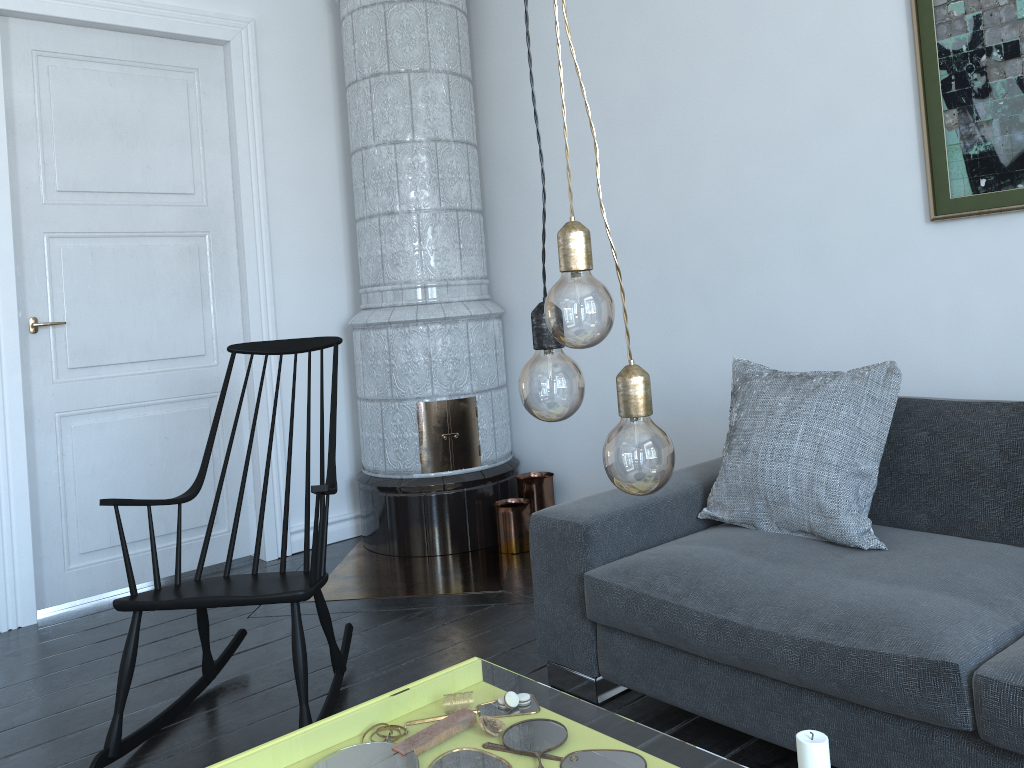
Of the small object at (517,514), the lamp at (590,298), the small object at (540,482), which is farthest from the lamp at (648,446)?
the small object at (540,482)

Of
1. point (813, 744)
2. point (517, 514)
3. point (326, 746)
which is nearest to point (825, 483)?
point (813, 744)

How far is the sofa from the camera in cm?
168

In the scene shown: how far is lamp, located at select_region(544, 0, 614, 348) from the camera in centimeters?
89cm

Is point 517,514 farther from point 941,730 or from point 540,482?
point 941,730

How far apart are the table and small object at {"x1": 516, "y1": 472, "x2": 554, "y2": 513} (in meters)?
2.31

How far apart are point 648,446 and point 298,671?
1.7m

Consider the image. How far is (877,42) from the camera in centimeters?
274cm

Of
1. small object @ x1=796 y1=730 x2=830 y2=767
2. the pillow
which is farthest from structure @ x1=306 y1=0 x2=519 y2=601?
small object @ x1=796 y1=730 x2=830 y2=767

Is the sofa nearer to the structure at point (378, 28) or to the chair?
the chair
